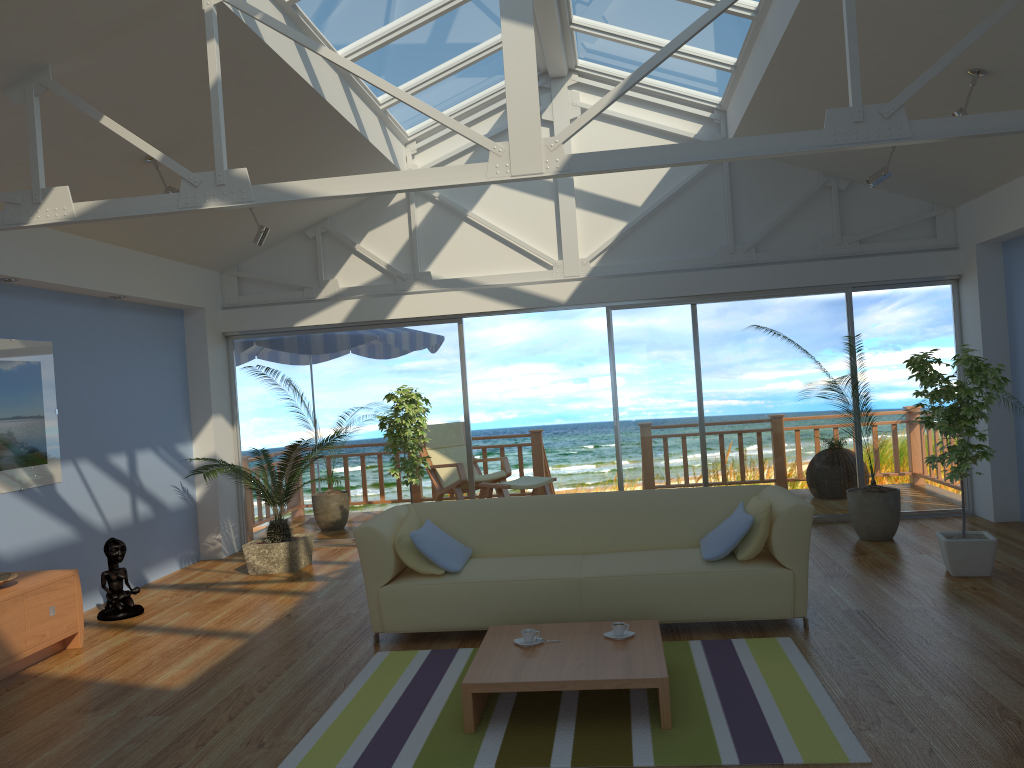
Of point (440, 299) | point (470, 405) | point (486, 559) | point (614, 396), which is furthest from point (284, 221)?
point (470, 405)

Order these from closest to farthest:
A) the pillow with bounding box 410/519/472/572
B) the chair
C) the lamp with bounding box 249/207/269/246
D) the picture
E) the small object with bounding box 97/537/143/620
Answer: the pillow with bounding box 410/519/472/572 < the picture < the small object with bounding box 97/537/143/620 < the lamp with bounding box 249/207/269/246 < the chair

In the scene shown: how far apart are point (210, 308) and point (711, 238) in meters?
4.4

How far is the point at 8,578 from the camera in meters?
4.8

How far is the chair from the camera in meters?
8.9

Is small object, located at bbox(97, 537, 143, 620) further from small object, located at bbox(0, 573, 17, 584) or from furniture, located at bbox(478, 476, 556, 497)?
furniture, located at bbox(478, 476, 556, 497)

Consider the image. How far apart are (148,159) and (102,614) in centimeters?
293cm

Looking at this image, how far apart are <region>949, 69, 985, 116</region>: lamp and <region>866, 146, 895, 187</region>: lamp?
1.4 meters

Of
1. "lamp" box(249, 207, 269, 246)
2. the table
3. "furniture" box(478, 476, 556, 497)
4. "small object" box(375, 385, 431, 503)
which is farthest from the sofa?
"furniture" box(478, 476, 556, 497)

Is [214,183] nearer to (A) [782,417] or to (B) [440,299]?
(B) [440,299]
